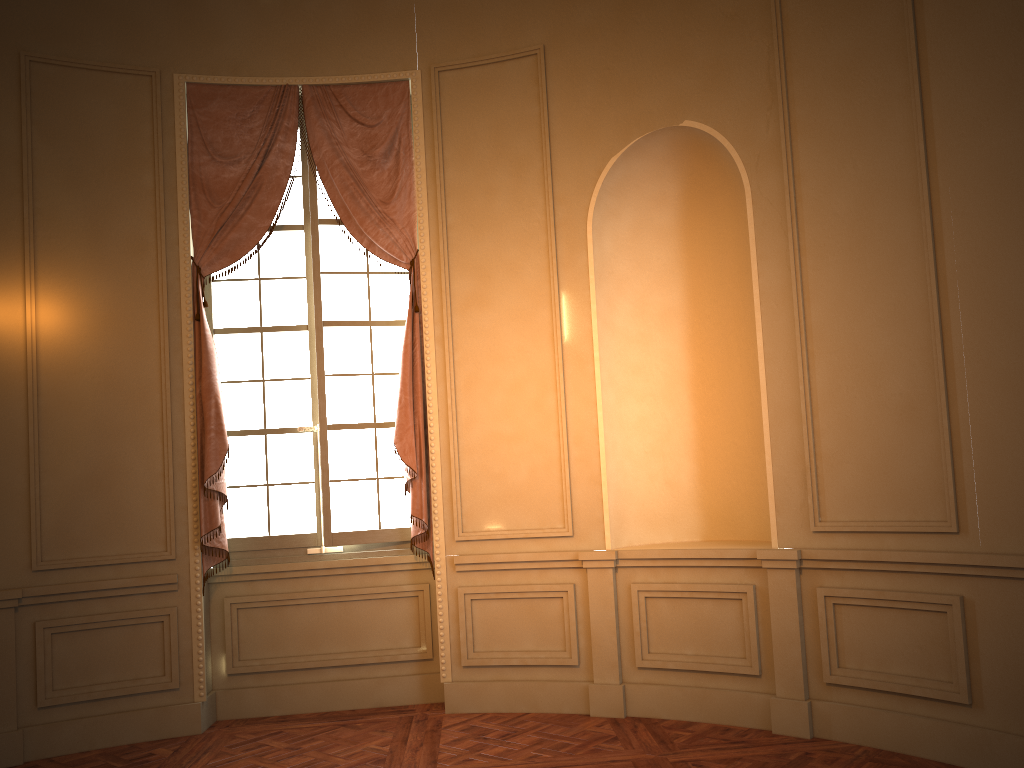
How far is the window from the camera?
5.3 meters

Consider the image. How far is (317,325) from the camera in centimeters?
528cm

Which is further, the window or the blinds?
the window

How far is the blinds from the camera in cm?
503

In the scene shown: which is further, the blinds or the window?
the window

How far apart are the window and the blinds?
0.09m

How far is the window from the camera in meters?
5.3

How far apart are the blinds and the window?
0.09m

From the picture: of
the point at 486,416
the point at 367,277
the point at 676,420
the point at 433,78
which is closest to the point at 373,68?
the point at 433,78

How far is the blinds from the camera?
5.03m
